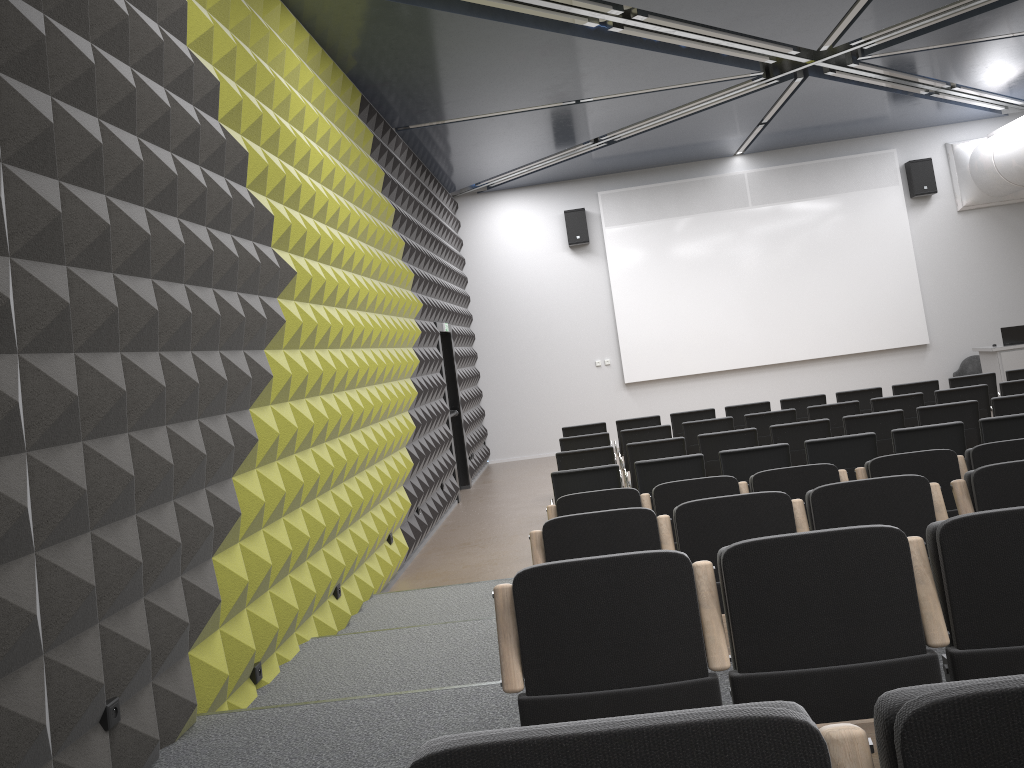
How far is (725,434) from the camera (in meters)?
8.32

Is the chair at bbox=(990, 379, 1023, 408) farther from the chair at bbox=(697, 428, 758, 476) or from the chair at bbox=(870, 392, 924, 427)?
the chair at bbox=(697, 428, 758, 476)

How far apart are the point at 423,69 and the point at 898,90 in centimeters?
742cm

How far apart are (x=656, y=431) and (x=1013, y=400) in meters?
3.4 m

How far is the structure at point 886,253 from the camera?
15.1 meters

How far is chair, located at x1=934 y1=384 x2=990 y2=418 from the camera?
9.4m

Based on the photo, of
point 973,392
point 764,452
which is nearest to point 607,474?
point 764,452

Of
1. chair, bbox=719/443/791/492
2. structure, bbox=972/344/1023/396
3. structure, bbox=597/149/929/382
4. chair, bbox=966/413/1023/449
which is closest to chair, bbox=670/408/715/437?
chair, bbox=719/443/791/492

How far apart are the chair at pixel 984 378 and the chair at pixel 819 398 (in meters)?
1.53

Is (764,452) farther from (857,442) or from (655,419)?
(655,419)
